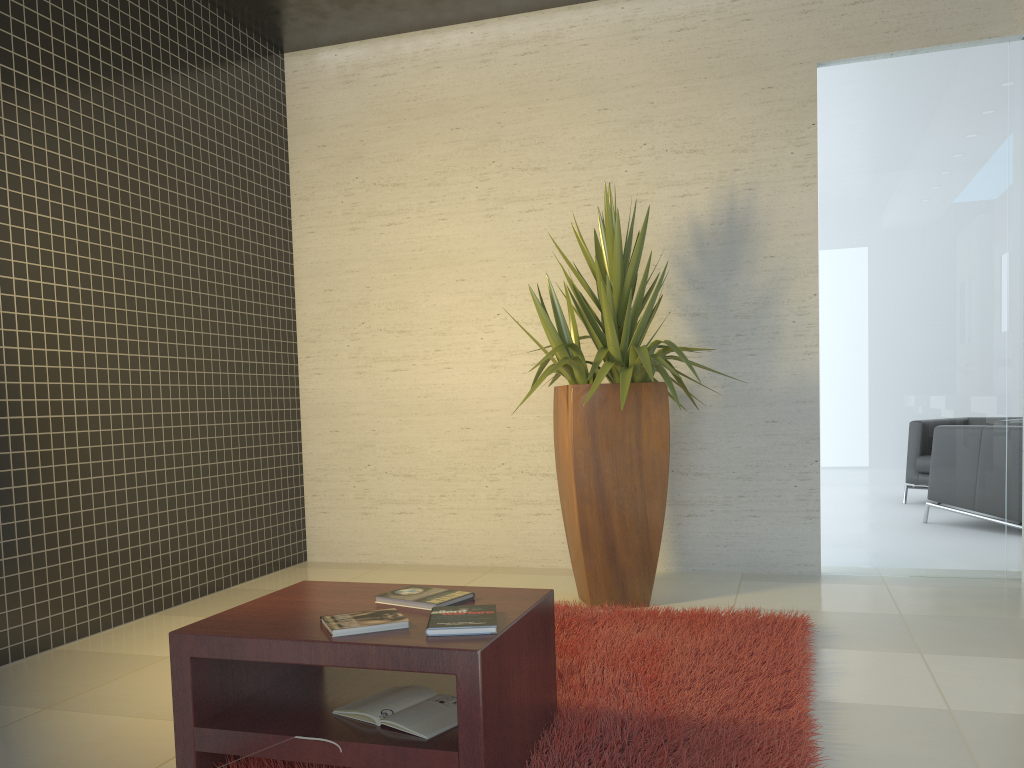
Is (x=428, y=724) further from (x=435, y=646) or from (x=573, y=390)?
(x=573, y=390)

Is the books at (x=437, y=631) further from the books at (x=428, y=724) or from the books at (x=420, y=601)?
the books at (x=428, y=724)

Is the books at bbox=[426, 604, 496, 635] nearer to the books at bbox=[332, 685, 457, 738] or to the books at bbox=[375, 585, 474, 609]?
the books at bbox=[375, 585, 474, 609]

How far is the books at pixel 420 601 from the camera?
2.4m

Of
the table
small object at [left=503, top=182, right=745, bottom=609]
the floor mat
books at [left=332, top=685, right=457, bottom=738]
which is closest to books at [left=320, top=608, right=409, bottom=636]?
the table

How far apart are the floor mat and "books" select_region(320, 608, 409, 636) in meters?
0.4 m

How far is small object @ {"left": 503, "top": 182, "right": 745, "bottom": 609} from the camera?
4.15m

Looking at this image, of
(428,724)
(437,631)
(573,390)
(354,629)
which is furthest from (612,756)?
(573,390)

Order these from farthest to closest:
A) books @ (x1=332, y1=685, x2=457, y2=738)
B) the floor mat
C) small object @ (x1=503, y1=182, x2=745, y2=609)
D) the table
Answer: small object @ (x1=503, y1=182, x2=745, y2=609) → the floor mat → books @ (x1=332, y1=685, x2=457, y2=738) → the table

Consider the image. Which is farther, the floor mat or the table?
the floor mat
